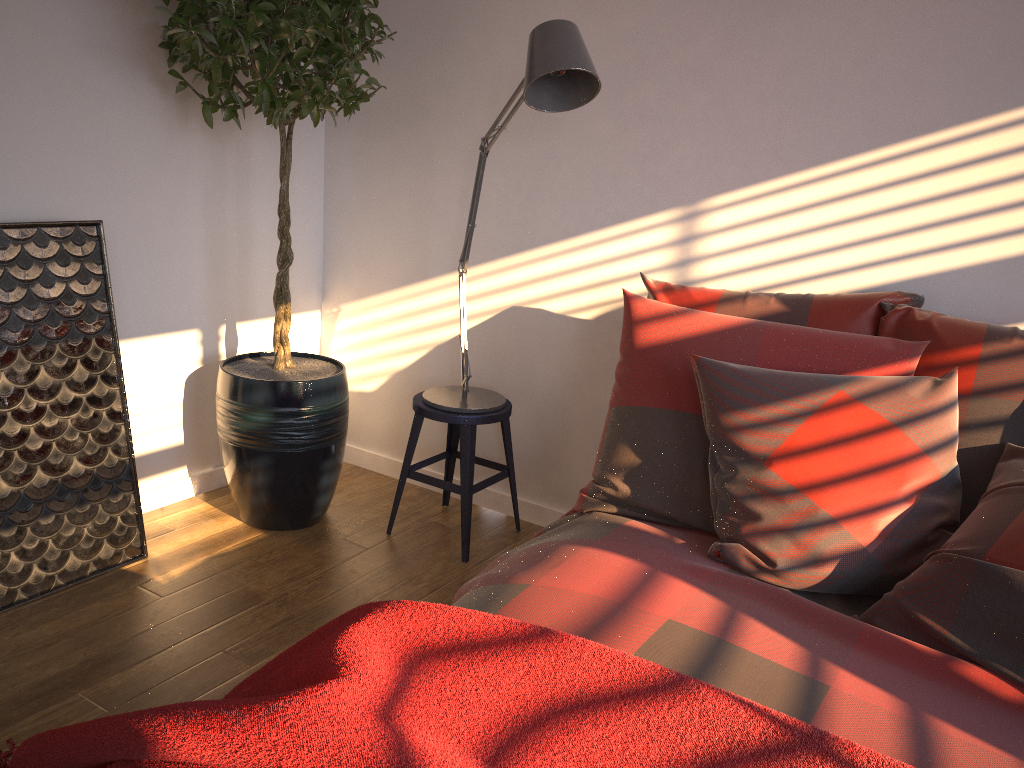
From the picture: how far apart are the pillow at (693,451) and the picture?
1.4 meters

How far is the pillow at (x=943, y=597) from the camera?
1.57m

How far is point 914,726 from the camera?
1.3 meters

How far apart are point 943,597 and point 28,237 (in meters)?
2.34

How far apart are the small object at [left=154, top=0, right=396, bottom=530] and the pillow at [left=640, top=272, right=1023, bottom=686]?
1.0m

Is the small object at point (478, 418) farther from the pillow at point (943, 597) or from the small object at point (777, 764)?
the small object at point (777, 764)

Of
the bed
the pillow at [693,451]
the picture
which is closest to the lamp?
the pillow at [693,451]

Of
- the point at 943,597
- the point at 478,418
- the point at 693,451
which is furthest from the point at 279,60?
the point at 943,597

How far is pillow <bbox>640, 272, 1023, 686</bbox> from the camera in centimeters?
157cm

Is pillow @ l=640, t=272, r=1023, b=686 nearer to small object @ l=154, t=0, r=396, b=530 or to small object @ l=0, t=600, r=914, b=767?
small object @ l=0, t=600, r=914, b=767
